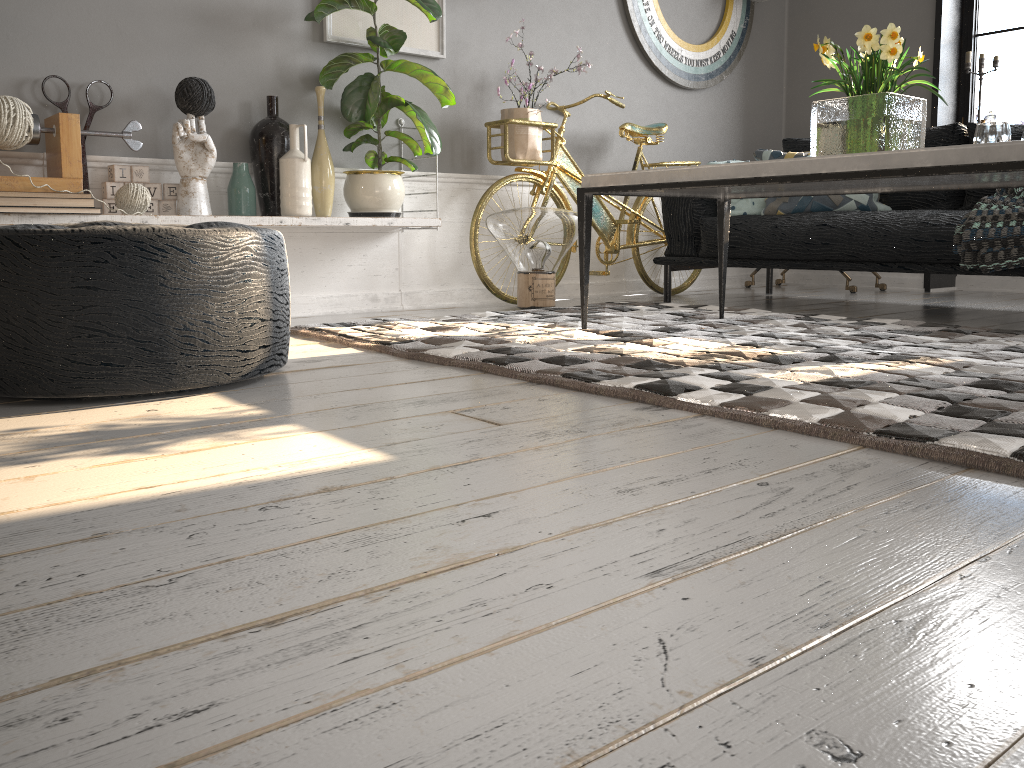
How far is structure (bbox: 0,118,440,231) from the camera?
2.6m

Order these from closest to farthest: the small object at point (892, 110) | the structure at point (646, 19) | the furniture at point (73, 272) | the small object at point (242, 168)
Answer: the furniture at point (73, 272) < the small object at point (892, 110) < the small object at point (242, 168) < the structure at point (646, 19)

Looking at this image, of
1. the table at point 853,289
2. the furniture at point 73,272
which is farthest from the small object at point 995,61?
the furniture at point 73,272

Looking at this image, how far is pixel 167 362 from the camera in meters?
1.7 m

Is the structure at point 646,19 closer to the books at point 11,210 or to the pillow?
the pillow

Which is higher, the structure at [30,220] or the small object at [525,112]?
the small object at [525,112]

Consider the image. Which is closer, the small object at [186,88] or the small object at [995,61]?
the small object at [186,88]

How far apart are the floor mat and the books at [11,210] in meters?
0.7 m

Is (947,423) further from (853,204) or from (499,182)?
(499,182)

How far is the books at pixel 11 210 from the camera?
2.6m
